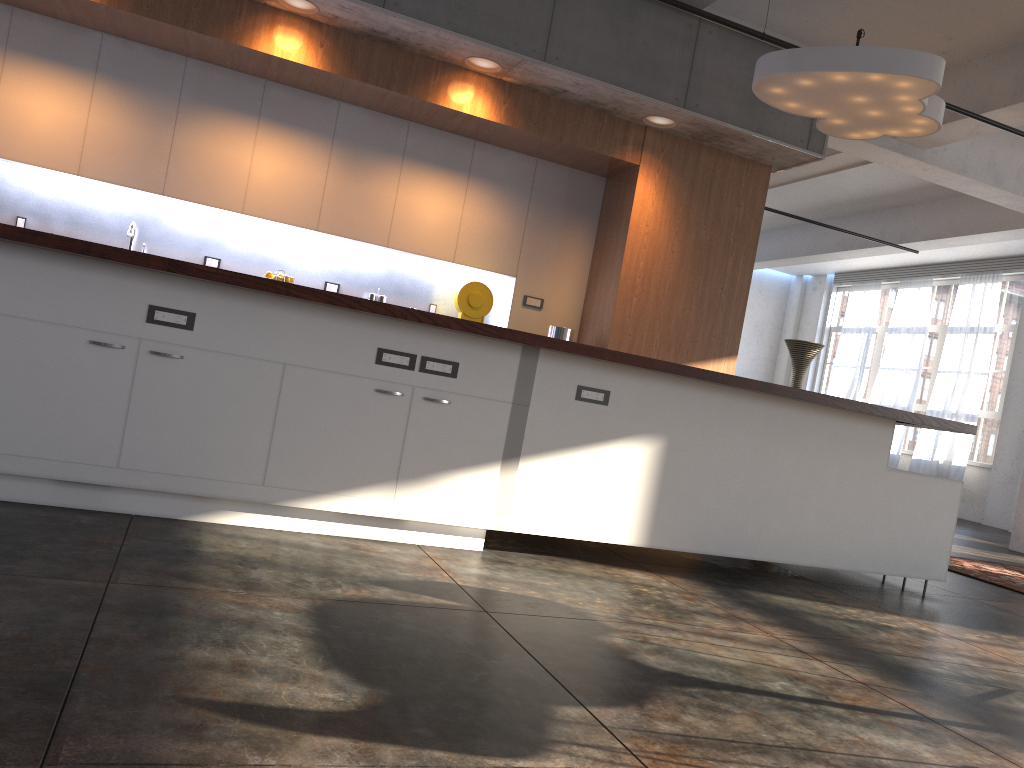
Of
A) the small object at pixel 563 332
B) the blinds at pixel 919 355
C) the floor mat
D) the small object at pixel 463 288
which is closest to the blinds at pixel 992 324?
the blinds at pixel 919 355

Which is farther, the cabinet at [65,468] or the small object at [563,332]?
the small object at [563,332]

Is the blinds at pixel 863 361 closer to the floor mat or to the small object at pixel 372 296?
the floor mat

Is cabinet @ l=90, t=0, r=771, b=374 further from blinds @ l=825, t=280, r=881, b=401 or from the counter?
blinds @ l=825, t=280, r=881, b=401

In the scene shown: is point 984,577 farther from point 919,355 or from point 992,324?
point 919,355

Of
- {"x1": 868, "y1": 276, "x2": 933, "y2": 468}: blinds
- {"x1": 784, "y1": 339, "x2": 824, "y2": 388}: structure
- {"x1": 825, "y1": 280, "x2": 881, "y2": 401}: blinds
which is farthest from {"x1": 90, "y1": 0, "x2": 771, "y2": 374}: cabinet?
{"x1": 825, "y1": 280, "x2": 881, "y2": 401}: blinds

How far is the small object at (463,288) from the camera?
6.22m

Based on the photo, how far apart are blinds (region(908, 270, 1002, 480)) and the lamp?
9.1m

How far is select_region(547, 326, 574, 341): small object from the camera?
6.3 meters

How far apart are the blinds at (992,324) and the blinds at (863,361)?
1.6 meters
